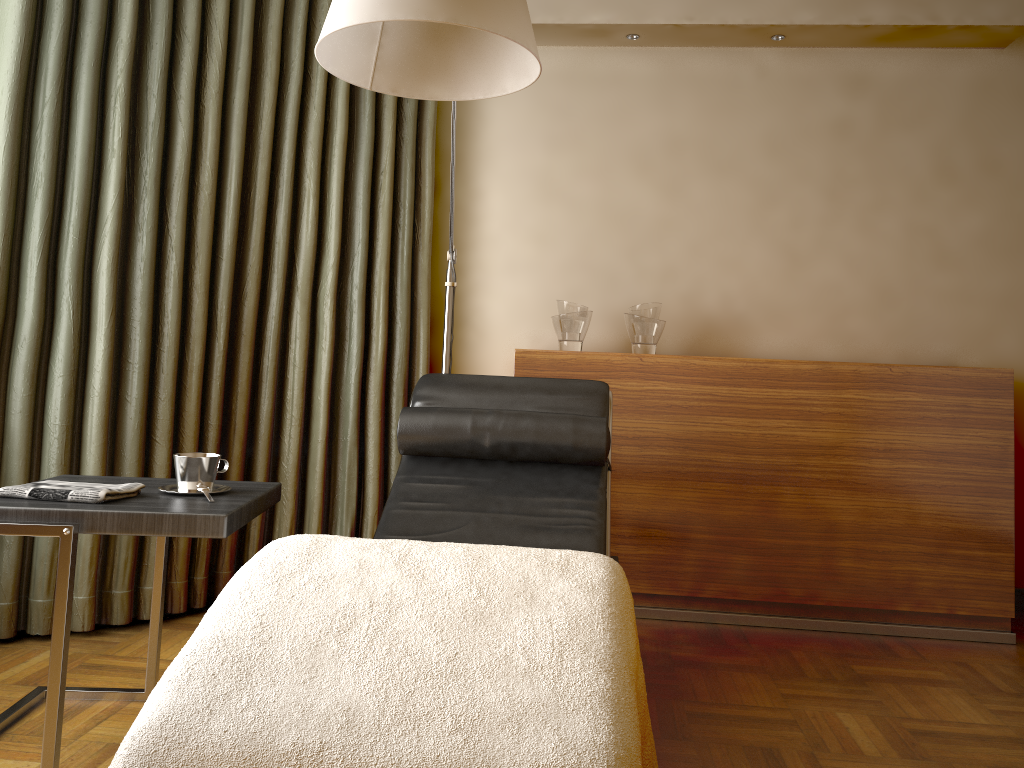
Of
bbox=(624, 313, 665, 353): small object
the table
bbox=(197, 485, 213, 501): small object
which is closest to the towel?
the table

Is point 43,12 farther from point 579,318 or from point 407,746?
point 407,746

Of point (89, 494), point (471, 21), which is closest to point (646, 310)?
point (471, 21)

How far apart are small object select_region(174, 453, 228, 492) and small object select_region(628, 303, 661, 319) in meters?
1.7 m

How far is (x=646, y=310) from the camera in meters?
3.2 m

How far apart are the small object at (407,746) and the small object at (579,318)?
1.8 meters

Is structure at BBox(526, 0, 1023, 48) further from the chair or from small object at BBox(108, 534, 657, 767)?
small object at BBox(108, 534, 657, 767)

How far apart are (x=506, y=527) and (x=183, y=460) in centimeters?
78cm

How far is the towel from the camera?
1.7 meters

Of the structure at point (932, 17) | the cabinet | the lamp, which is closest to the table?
the lamp
